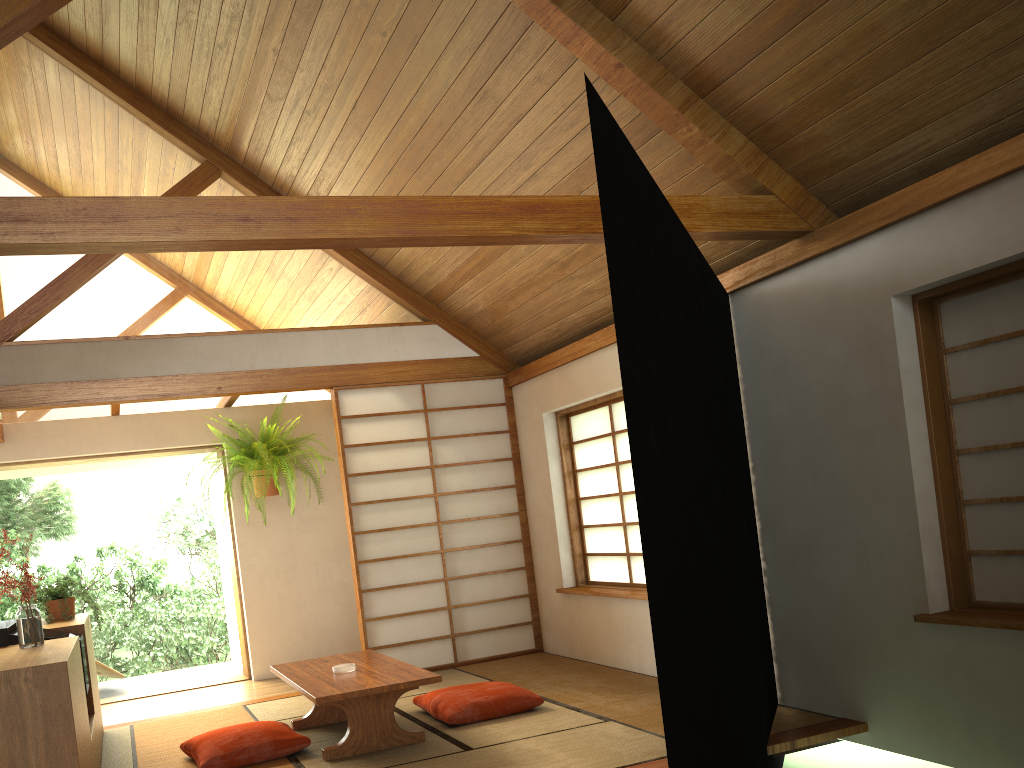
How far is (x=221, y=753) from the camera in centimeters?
397cm

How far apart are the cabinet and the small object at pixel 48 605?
0.05m

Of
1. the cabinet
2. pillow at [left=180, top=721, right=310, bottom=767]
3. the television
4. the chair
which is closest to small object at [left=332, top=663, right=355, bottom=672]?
pillow at [left=180, top=721, right=310, bottom=767]

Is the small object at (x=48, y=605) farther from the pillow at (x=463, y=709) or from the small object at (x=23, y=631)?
the pillow at (x=463, y=709)

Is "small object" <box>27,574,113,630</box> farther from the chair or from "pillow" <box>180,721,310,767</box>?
the chair

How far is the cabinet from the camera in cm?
268

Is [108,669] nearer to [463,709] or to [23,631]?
[463,709]

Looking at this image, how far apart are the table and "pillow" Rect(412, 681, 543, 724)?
0.2 meters

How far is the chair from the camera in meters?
7.2 m

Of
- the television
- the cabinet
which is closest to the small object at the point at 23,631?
the cabinet
